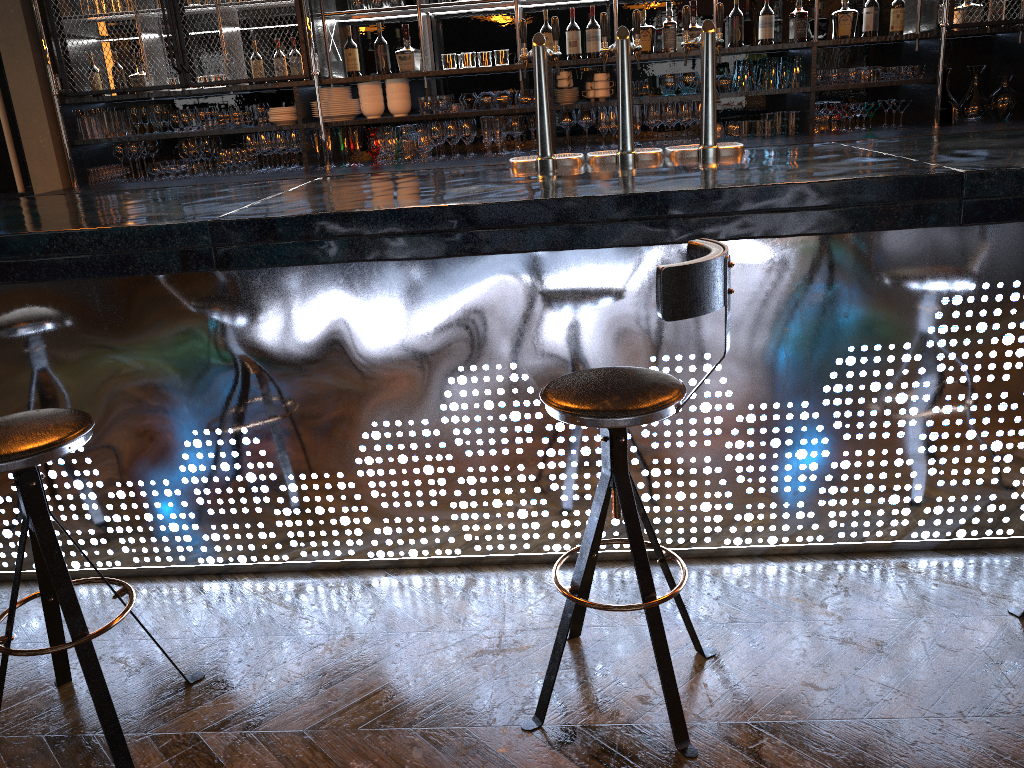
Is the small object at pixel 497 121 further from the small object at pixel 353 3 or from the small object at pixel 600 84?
the small object at pixel 353 3

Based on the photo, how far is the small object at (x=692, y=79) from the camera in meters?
5.1

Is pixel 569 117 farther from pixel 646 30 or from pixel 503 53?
pixel 646 30

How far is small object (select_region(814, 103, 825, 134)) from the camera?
5.1m

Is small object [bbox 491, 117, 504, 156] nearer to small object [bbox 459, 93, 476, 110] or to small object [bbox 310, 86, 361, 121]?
small object [bbox 459, 93, 476, 110]

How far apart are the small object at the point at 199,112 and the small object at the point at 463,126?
1.5 meters

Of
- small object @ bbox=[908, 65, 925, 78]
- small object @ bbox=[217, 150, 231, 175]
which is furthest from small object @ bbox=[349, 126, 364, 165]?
small object @ bbox=[908, 65, 925, 78]

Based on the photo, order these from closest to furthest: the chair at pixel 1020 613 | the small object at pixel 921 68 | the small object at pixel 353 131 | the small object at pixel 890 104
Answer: the chair at pixel 1020 613, the small object at pixel 921 68, the small object at pixel 890 104, the small object at pixel 353 131

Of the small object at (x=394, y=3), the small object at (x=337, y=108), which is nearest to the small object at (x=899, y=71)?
the small object at (x=394, y=3)

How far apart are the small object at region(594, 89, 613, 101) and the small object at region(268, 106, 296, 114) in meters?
1.8 m
